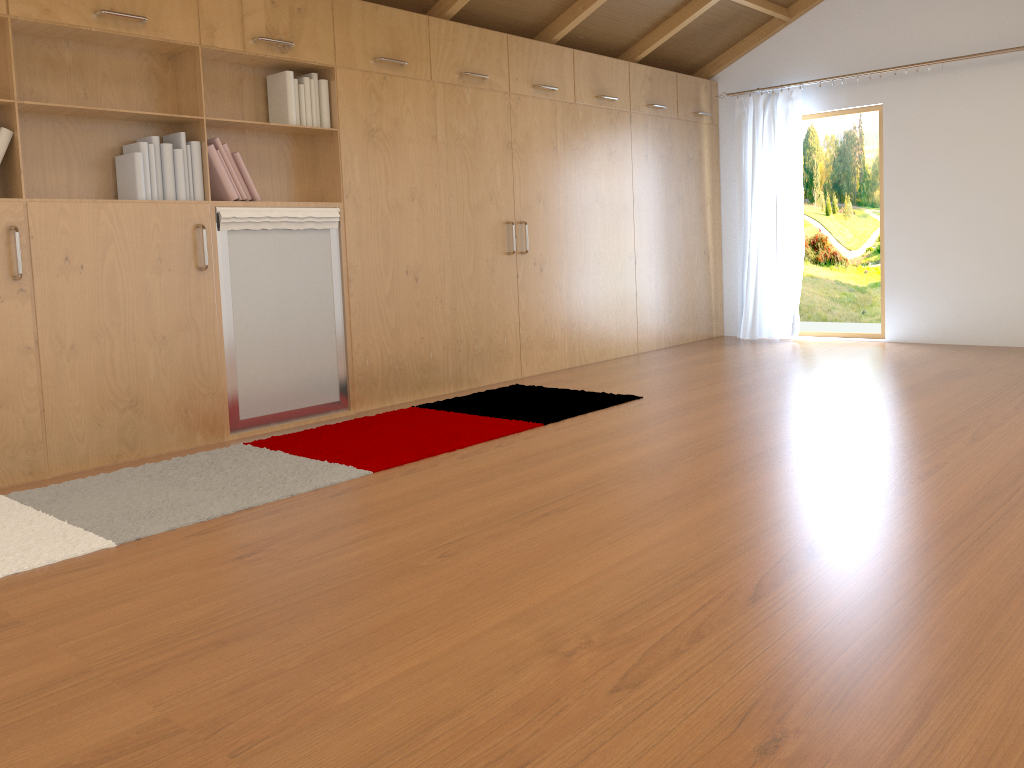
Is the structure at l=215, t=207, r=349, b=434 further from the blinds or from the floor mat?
the blinds

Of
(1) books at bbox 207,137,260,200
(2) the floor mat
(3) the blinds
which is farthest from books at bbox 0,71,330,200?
(3) the blinds

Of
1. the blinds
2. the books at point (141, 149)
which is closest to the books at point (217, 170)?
the books at point (141, 149)

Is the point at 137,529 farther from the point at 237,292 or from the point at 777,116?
the point at 777,116

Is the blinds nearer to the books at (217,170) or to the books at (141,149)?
the books at (141,149)

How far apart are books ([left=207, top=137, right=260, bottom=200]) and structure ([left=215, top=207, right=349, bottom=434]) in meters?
0.1

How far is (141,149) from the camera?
3.8 meters

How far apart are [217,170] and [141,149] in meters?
0.4 m

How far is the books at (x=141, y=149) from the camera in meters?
3.8

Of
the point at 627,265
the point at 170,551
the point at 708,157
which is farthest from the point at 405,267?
the point at 708,157
